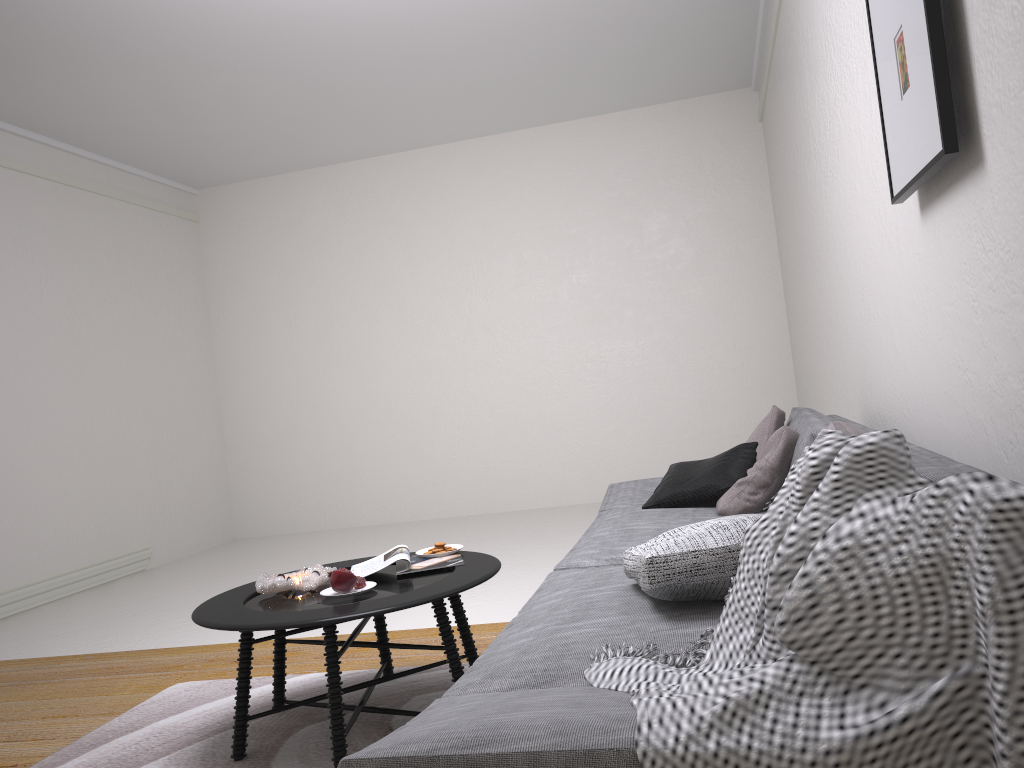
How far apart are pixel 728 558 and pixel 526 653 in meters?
0.5

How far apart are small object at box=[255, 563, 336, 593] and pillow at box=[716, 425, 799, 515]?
1.4 meters

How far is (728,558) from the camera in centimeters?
184cm

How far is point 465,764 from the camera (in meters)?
1.17

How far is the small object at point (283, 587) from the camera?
2.7 meters

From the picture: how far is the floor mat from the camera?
2.6m

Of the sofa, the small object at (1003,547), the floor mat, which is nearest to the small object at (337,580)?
the floor mat

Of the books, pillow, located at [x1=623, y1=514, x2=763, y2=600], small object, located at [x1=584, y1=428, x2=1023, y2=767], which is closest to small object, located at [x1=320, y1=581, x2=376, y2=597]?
the books

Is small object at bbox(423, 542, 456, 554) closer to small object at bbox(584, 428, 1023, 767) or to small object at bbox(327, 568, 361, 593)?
small object at bbox(327, 568, 361, 593)

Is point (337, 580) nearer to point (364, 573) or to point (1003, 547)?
point (364, 573)
